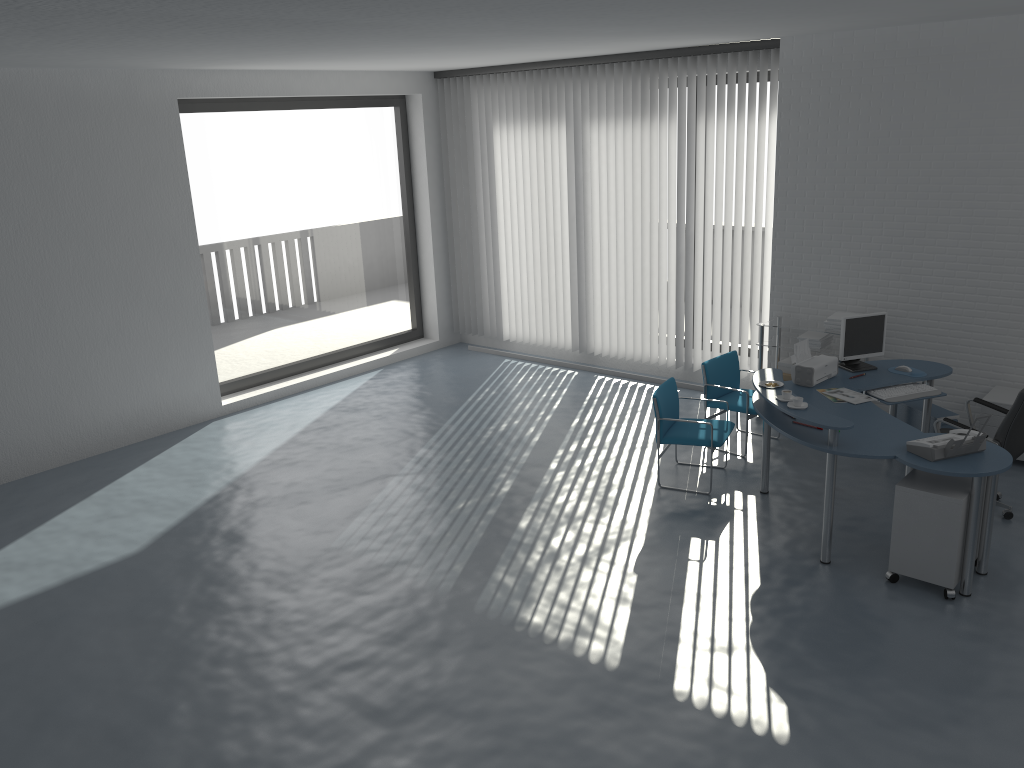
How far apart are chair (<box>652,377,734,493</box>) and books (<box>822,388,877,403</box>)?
0.8 meters

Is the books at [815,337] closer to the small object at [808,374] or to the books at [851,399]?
the small object at [808,374]

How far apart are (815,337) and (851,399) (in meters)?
1.73

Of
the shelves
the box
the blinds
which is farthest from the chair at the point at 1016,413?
the blinds

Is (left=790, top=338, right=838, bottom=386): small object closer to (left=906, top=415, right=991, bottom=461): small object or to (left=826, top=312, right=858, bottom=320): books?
(left=826, top=312, right=858, bottom=320): books

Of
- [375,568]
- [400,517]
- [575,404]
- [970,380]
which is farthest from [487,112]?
[375,568]

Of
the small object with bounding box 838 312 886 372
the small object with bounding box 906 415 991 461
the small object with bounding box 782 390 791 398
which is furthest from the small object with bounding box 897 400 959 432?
the small object with bounding box 782 390 791 398

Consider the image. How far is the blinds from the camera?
8.44m

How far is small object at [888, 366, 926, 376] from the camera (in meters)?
→ 6.34

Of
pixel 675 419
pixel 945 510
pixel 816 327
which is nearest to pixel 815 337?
pixel 816 327
